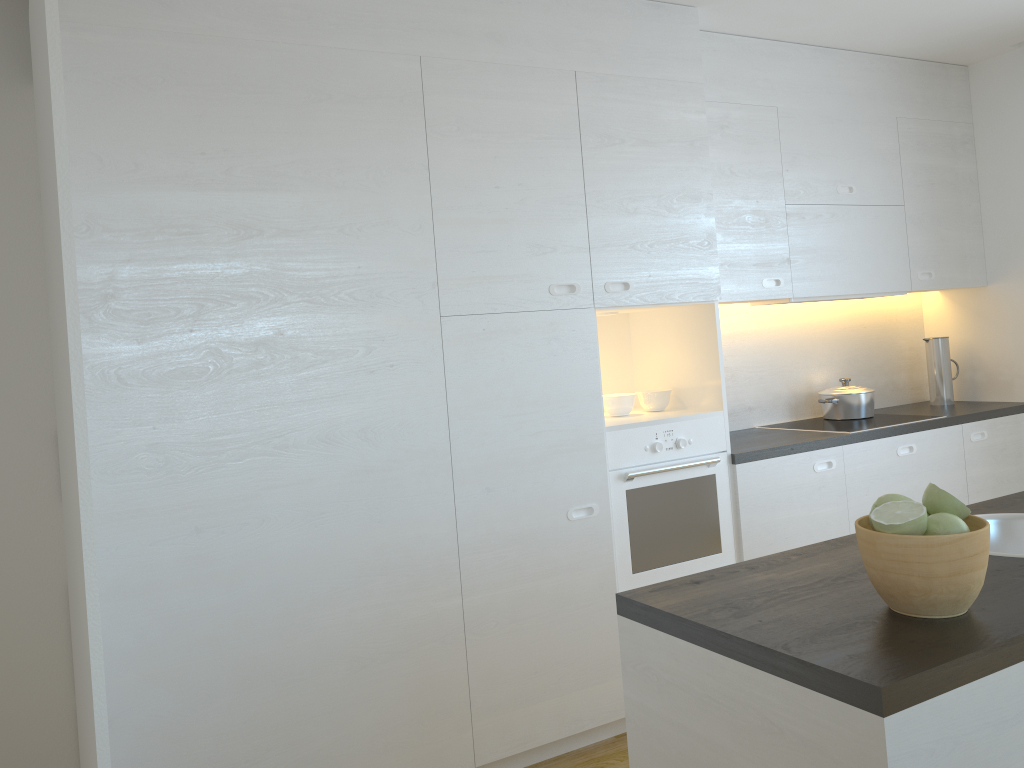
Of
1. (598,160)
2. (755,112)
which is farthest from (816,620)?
(755,112)

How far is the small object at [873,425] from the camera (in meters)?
3.97

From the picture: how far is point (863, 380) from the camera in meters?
4.7 m

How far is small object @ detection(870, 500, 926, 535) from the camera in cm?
141

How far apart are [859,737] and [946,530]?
0.4m

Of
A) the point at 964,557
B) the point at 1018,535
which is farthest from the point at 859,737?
the point at 1018,535

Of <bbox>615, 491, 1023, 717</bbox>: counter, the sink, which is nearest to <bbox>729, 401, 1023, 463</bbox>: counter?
<bbox>615, 491, 1023, 717</bbox>: counter

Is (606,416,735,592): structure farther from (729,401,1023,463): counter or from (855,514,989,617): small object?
(855,514,989,617): small object

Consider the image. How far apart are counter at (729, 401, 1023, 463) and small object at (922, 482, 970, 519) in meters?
1.9

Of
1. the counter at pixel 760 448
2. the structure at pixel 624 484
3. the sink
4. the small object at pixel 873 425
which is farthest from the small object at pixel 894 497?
the small object at pixel 873 425
